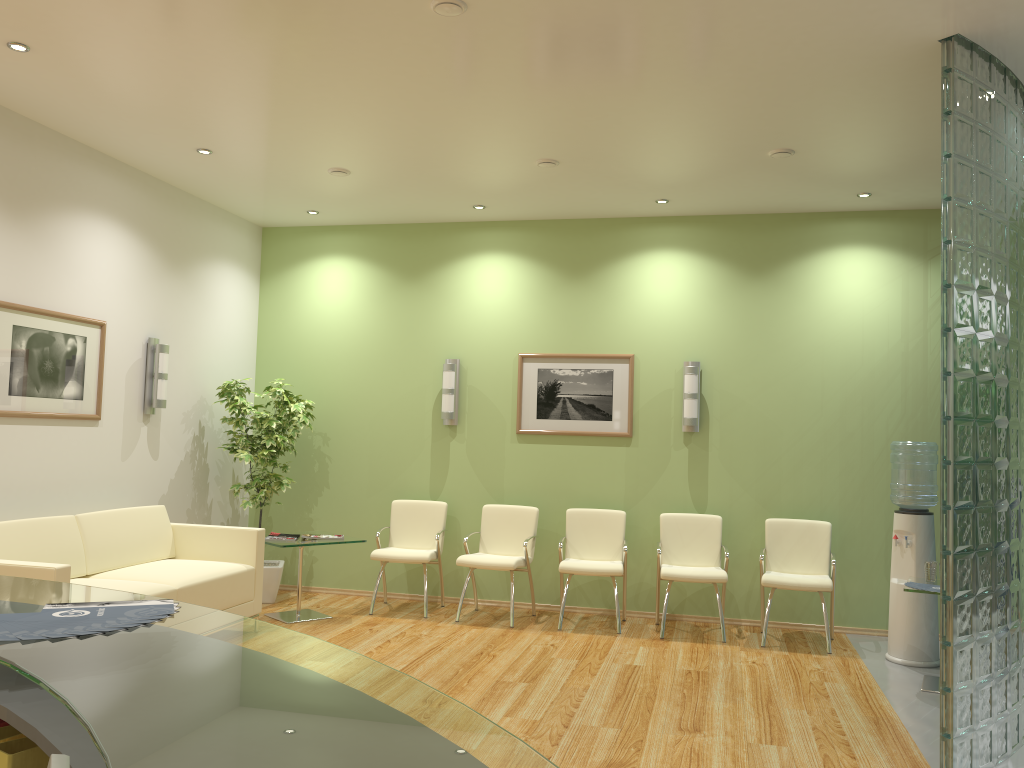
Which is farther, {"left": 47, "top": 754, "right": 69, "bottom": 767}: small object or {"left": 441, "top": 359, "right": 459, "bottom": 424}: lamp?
{"left": 441, "top": 359, "right": 459, "bottom": 424}: lamp

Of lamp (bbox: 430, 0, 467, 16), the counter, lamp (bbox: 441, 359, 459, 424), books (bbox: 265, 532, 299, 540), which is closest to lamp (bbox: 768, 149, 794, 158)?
lamp (bbox: 430, 0, 467, 16)

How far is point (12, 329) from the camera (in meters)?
5.44

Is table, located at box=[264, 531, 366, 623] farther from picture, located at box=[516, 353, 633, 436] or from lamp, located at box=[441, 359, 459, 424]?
picture, located at box=[516, 353, 633, 436]

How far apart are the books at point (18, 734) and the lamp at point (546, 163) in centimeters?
523cm

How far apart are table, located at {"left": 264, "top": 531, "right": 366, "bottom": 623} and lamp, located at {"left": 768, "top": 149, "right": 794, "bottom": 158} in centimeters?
417cm

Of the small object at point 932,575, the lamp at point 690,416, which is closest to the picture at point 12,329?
the lamp at point 690,416

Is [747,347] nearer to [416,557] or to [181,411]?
[416,557]

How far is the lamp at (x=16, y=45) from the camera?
4.46m

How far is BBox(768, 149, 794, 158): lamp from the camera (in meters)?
5.72
